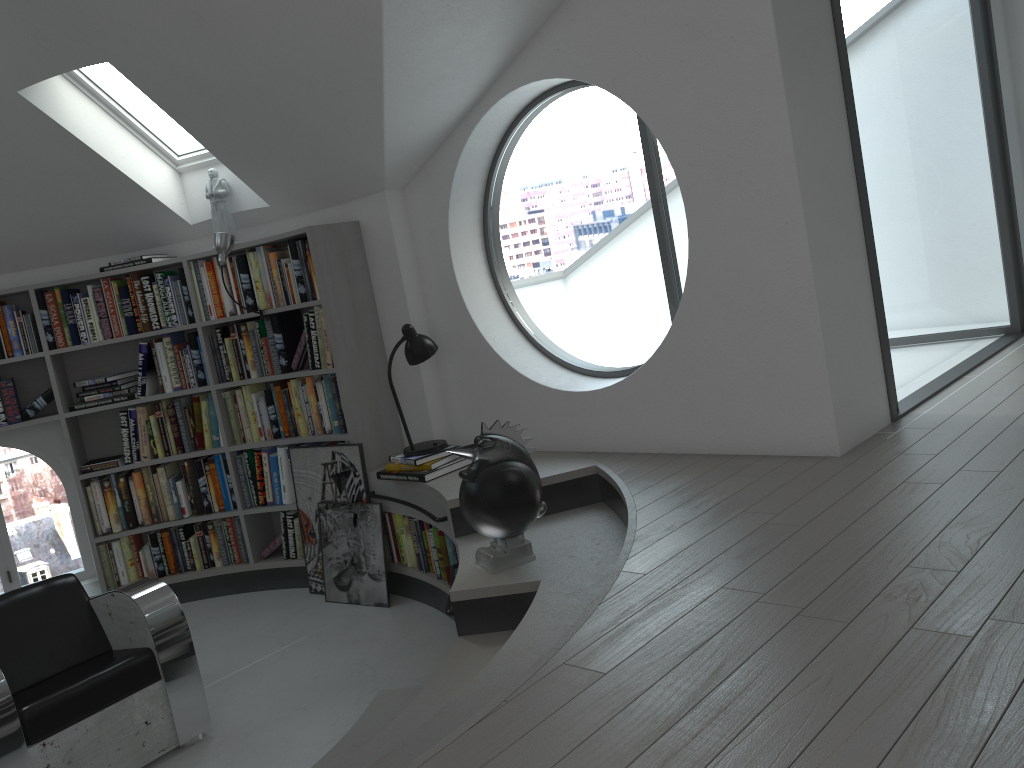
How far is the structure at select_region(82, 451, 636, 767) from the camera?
2.4m

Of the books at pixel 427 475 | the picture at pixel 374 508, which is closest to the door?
the books at pixel 427 475

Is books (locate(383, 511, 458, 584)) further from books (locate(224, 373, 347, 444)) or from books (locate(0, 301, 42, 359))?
books (locate(0, 301, 42, 359))

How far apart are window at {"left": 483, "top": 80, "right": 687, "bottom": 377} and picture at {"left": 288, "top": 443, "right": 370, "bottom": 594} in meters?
1.1 m

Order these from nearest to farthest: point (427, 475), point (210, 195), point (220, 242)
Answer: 1. point (427, 475)
2. point (220, 242)
3. point (210, 195)

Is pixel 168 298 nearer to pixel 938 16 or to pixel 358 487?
pixel 358 487

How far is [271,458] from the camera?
5.23m

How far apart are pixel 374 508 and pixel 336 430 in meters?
0.5

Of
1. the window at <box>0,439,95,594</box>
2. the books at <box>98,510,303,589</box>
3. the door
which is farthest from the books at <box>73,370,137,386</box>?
the door

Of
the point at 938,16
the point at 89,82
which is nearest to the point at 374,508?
the point at 89,82
